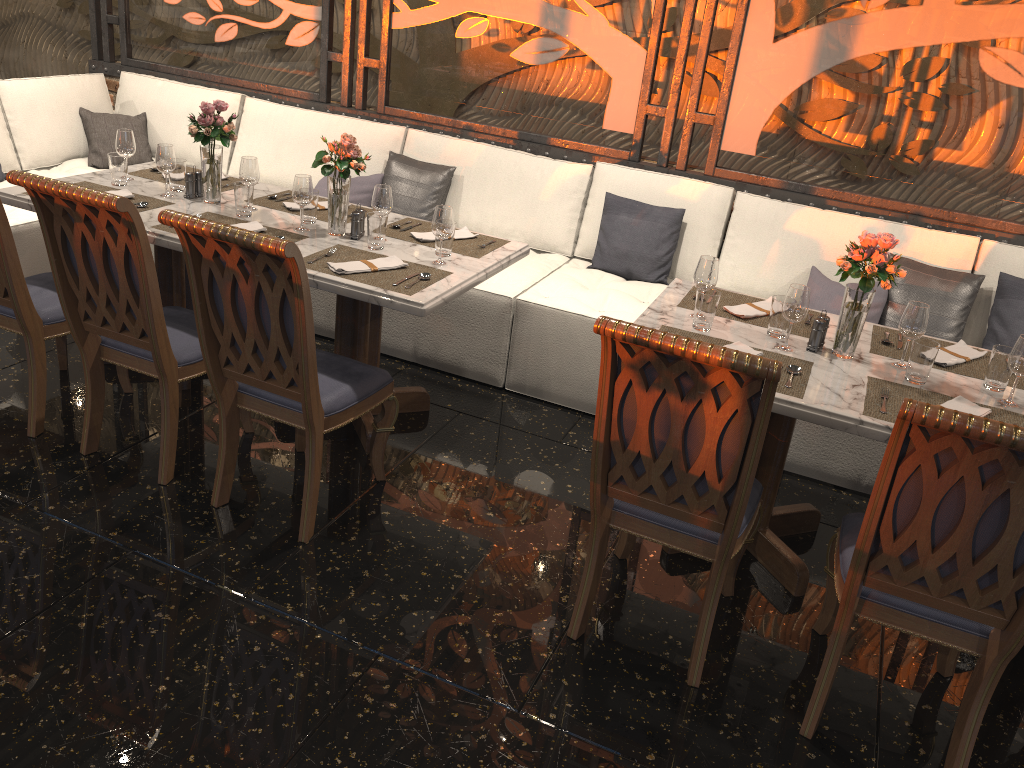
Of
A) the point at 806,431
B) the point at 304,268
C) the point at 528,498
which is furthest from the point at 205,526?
the point at 806,431

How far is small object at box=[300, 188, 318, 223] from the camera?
3.5m

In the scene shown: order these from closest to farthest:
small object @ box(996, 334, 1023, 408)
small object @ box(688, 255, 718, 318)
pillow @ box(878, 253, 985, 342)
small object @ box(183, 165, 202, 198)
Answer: small object @ box(996, 334, 1023, 408) → small object @ box(688, 255, 718, 318) → small object @ box(183, 165, 202, 198) → pillow @ box(878, 253, 985, 342)

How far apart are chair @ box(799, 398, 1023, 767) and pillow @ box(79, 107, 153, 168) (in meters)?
4.42

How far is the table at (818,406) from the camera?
2.49m

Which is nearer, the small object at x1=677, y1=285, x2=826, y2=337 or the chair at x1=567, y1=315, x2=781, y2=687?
the chair at x1=567, y1=315, x2=781, y2=687

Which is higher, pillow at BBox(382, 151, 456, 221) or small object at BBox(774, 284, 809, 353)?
small object at BBox(774, 284, 809, 353)

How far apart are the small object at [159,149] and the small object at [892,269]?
2.6m

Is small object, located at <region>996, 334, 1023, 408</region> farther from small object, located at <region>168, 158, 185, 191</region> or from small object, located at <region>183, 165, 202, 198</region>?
small object, located at <region>168, 158, 185, 191</region>

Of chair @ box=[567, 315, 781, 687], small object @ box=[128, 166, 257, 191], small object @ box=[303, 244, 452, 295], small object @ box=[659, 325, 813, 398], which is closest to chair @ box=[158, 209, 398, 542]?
small object @ box=[303, 244, 452, 295]
